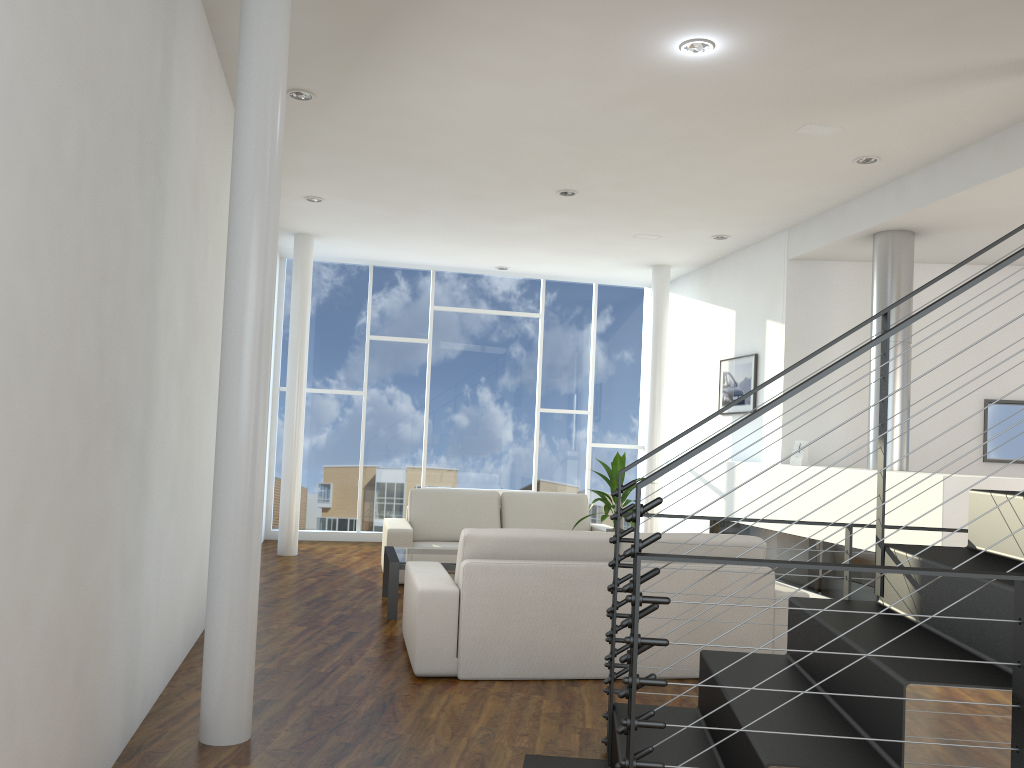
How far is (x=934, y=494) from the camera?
3.9m

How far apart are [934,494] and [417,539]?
3.26m

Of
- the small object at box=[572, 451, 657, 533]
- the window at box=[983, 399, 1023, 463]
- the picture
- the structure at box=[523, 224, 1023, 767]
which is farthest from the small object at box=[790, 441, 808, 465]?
the structure at box=[523, 224, 1023, 767]

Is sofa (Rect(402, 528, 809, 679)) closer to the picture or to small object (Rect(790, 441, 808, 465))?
small object (Rect(790, 441, 808, 465))

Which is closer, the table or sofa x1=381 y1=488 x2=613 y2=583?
the table

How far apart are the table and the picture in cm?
250

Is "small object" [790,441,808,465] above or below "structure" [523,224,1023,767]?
above

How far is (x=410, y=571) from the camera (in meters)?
3.76

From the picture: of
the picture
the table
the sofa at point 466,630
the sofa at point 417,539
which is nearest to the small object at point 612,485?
the table

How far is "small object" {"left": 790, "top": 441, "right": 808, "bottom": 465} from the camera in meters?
5.3
